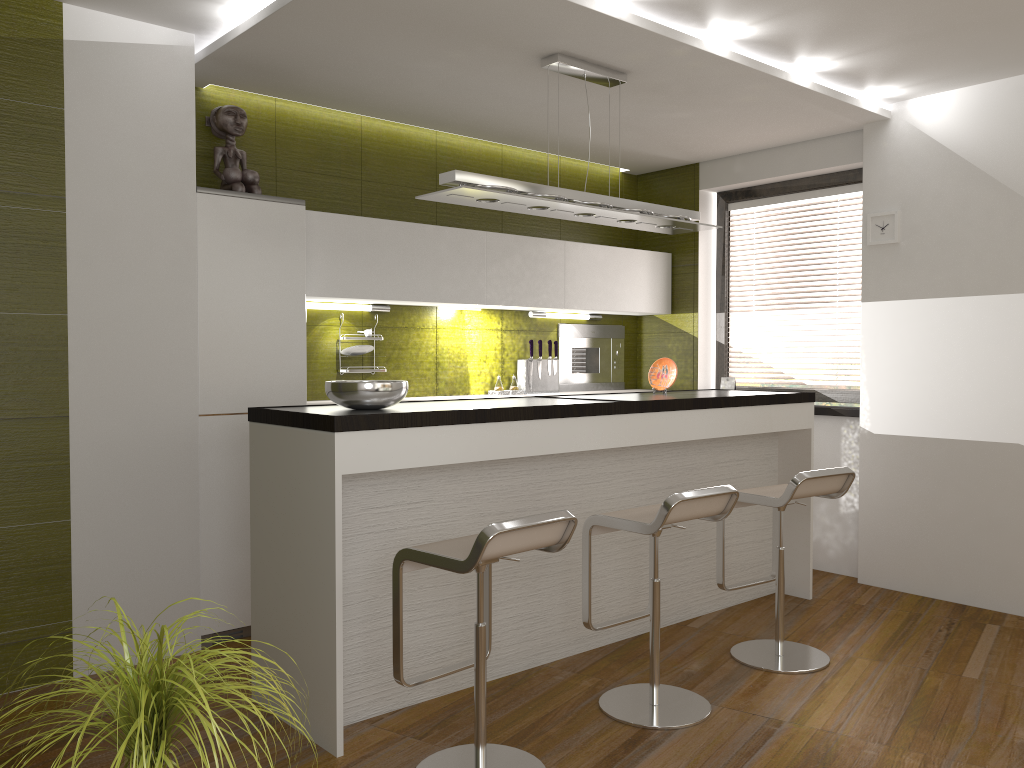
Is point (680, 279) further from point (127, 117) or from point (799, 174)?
point (127, 117)

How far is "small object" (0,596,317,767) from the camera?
1.4m

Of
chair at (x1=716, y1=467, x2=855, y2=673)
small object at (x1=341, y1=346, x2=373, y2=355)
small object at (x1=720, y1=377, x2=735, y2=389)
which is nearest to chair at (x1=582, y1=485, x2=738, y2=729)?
chair at (x1=716, y1=467, x2=855, y2=673)

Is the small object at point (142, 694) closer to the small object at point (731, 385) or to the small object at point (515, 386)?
the small object at point (515, 386)

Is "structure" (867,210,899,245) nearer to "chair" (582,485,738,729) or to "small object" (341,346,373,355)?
"chair" (582,485,738,729)

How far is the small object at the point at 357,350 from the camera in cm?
488

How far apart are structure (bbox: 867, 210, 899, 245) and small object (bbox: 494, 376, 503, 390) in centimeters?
233cm

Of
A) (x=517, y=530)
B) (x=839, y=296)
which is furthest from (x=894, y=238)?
(x=517, y=530)

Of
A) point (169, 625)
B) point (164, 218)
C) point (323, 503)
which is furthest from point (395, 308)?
point (323, 503)

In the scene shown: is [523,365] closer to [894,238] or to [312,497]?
[894,238]
